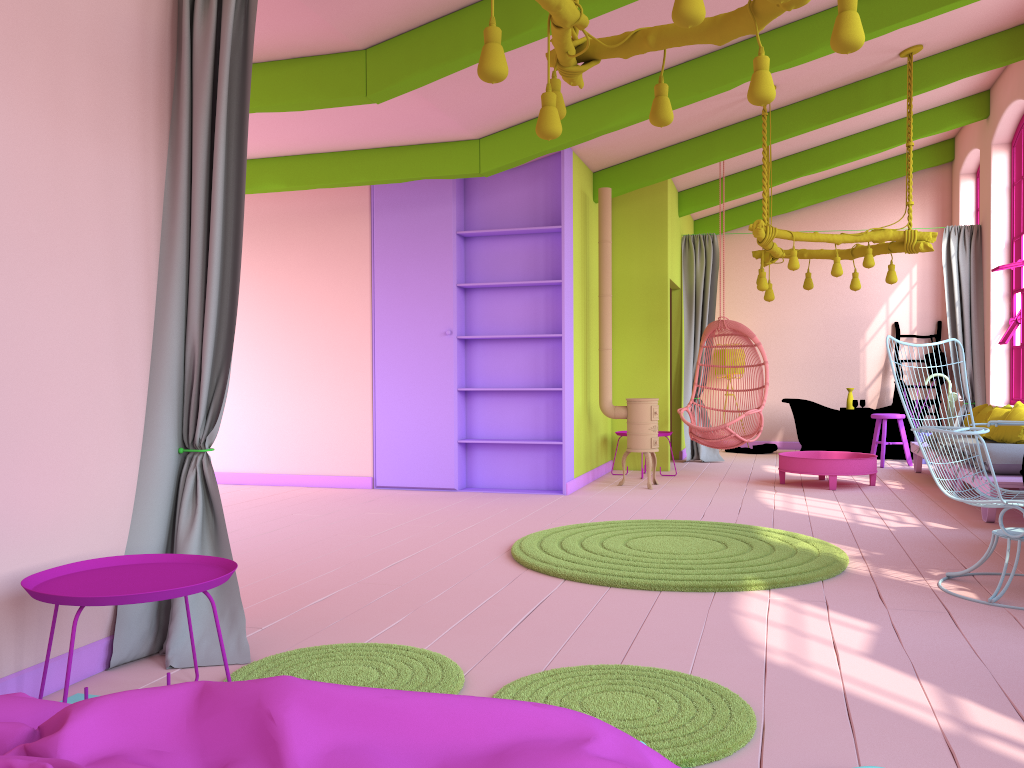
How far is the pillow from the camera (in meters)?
7.01

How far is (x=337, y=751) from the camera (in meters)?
1.49

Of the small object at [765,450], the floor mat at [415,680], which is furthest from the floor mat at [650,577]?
the small object at [765,450]

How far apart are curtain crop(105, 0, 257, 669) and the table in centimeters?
596cm

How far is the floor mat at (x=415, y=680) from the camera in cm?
294

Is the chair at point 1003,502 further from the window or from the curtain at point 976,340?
the curtain at point 976,340

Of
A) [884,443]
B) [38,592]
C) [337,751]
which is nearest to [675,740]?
[337,751]

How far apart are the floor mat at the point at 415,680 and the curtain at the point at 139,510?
0.1m

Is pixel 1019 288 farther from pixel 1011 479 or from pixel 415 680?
pixel 415 680

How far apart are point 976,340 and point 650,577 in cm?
733
